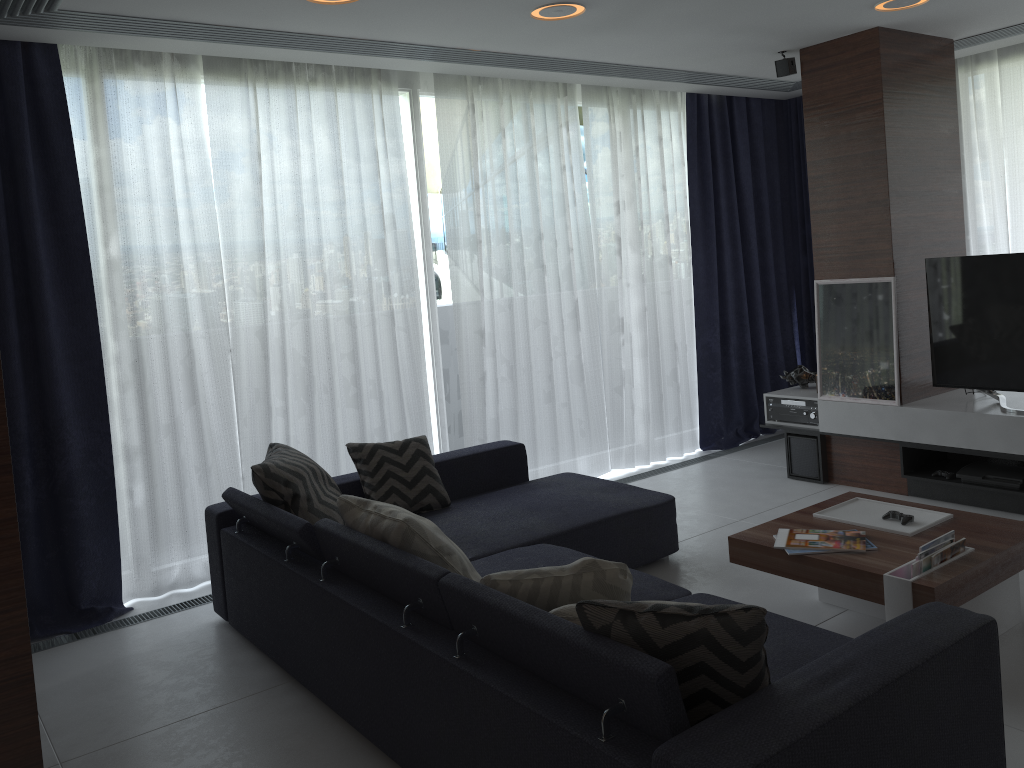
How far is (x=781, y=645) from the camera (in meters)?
Answer: 2.49

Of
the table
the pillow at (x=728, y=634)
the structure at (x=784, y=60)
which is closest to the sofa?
the pillow at (x=728, y=634)

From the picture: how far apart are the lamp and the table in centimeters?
231cm

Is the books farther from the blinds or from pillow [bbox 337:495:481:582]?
the blinds

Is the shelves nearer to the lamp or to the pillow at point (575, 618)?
the lamp

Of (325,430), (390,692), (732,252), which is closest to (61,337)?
(325,430)

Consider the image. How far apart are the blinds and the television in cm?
136

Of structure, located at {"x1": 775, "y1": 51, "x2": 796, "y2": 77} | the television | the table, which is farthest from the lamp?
the table

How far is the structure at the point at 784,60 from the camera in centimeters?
501cm

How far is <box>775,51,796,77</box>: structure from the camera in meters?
5.0
